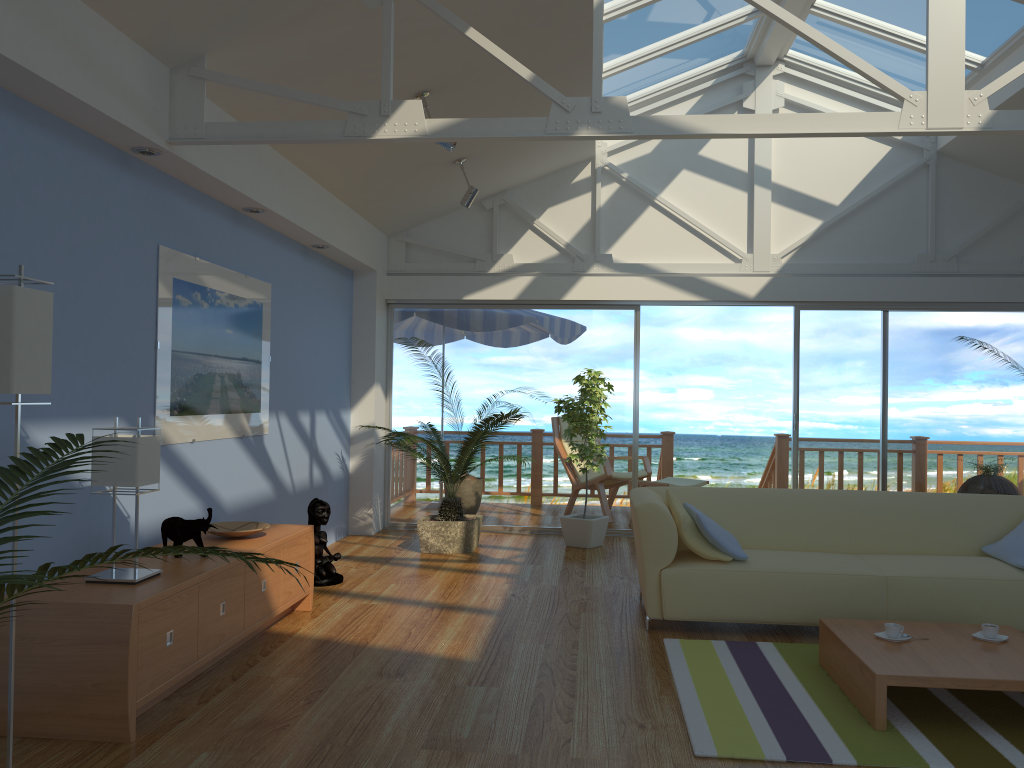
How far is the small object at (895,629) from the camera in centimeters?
356cm

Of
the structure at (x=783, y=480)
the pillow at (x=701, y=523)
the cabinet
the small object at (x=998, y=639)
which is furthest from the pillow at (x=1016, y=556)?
the structure at (x=783, y=480)

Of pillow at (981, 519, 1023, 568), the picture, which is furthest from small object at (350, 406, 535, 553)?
pillow at (981, 519, 1023, 568)

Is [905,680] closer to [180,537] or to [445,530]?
[180,537]

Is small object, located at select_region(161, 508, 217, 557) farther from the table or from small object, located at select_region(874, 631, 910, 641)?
small object, located at select_region(874, 631, 910, 641)

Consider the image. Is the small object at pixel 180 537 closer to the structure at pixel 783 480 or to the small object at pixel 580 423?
the small object at pixel 580 423

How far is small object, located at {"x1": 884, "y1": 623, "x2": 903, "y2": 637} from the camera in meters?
3.6 m

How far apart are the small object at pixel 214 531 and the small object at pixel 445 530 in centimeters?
171cm

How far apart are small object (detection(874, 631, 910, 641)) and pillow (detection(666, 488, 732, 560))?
0.94m

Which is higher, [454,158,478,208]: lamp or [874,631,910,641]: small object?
[454,158,478,208]: lamp
